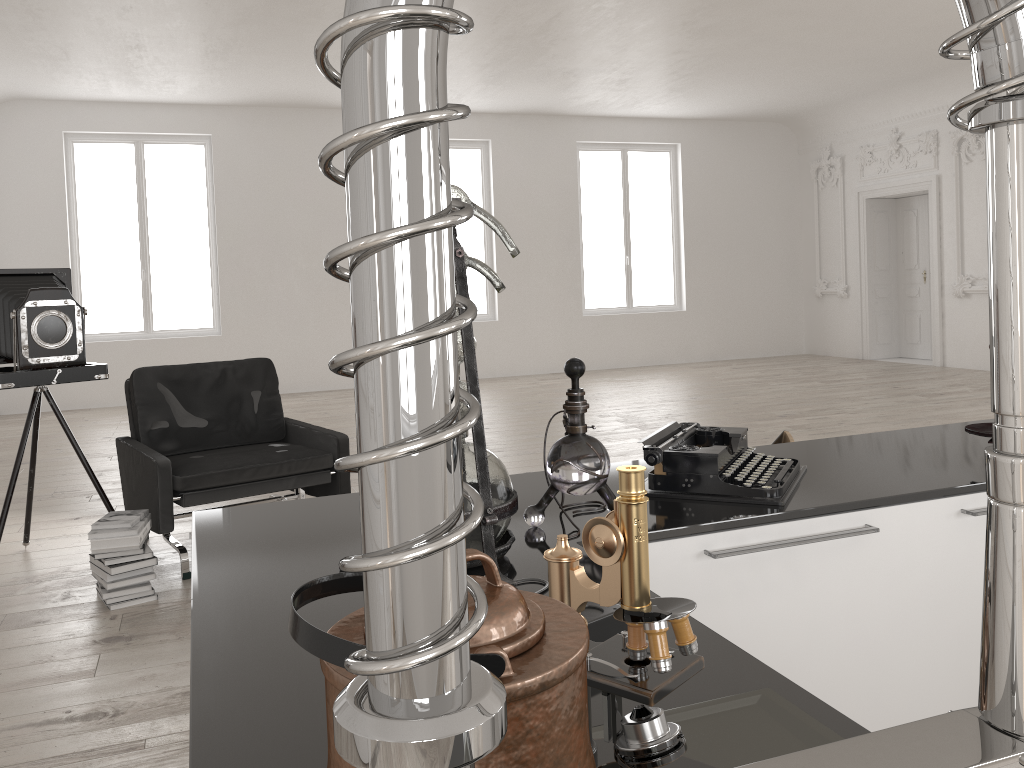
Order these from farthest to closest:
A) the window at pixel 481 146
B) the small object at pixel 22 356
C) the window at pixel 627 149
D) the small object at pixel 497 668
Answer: the window at pixel 627 149
the window at pixel 481 146
the small object at pixel 22 356
the small object at pixel 497 668

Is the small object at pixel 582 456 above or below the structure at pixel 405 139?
below

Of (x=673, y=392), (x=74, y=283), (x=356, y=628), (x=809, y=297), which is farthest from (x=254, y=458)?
(x=809, y=297)

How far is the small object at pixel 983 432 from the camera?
2.0m

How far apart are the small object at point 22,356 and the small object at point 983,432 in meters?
4.0 m

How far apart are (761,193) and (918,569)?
13.21m

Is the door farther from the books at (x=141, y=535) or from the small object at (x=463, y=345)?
the small object at (x=463, y=345)

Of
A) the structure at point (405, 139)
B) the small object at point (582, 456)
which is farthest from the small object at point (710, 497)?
the structure at point (405, 139)

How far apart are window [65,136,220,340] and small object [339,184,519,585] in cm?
1088

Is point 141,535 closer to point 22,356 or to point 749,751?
point 22,356
